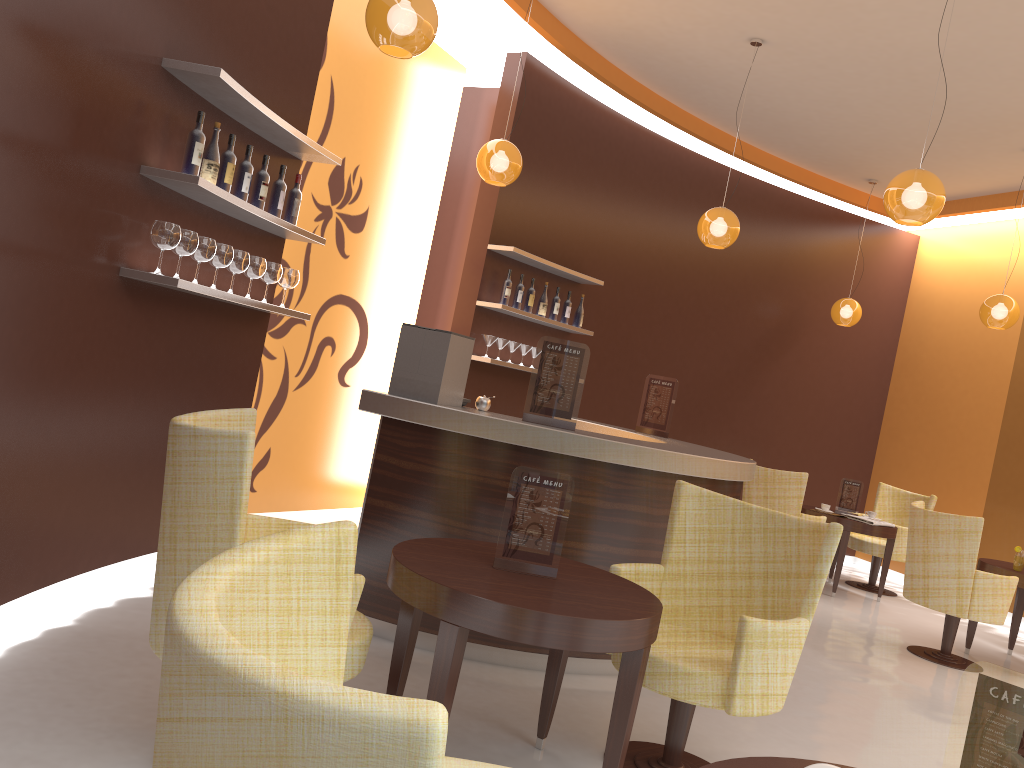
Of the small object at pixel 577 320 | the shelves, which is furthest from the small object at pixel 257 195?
the small object at pixel 577 320

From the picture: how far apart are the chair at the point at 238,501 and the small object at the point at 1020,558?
5.27m

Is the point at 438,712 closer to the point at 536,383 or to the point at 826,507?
the point at 536,383

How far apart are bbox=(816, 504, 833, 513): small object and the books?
0.3m

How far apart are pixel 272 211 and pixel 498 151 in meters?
1.7 m

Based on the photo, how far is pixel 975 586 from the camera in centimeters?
571cm

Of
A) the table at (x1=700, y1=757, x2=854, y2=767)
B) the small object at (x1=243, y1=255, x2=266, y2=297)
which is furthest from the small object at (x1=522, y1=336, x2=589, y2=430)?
the table at (x1=700, y1=757, x2=854, y2=767)

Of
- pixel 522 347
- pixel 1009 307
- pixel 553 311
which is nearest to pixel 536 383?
pixel 522 347

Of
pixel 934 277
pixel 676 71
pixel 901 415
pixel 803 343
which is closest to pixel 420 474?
pixel 676 71

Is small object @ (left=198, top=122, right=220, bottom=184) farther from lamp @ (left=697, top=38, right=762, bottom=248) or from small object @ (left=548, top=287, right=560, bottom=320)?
small object @ (left=548, top=287, right=560, bottom=320)
